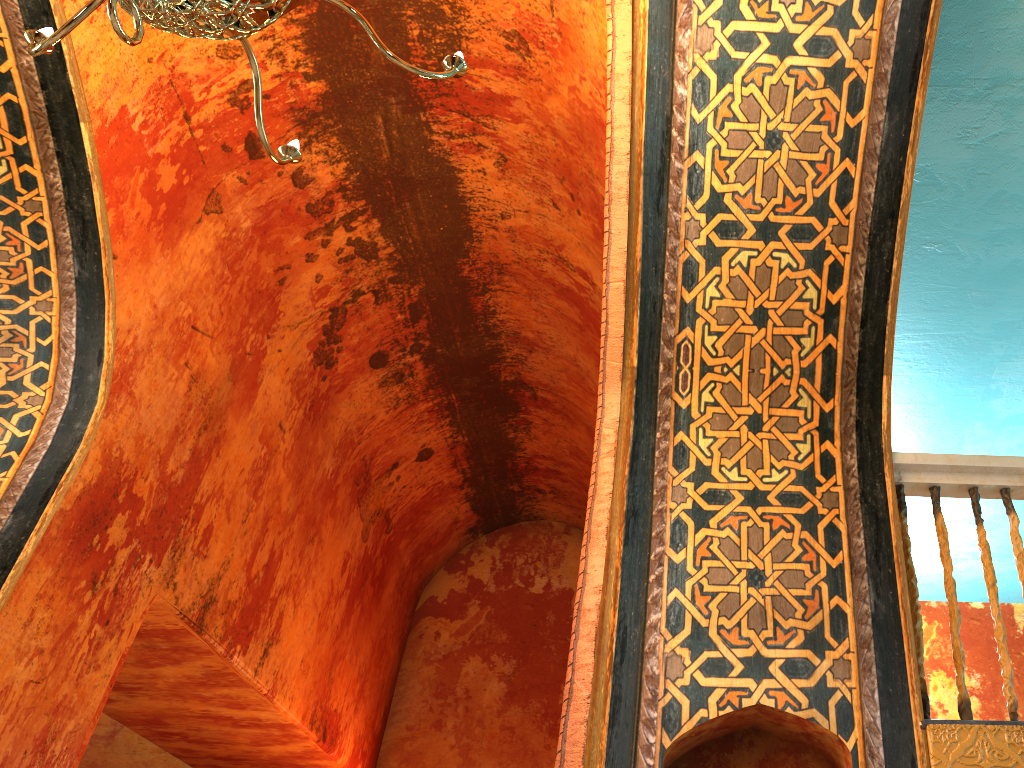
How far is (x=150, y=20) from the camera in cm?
200

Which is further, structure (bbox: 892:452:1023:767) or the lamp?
structure (bbox: 892:452:1023:767)

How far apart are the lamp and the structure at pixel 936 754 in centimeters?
216cm

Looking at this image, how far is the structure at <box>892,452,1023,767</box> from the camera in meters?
2.6

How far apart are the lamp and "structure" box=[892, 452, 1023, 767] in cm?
216

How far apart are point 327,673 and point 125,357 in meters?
3.1

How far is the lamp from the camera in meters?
2.0

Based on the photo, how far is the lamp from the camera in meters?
2.0 m

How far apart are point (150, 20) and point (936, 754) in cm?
293
